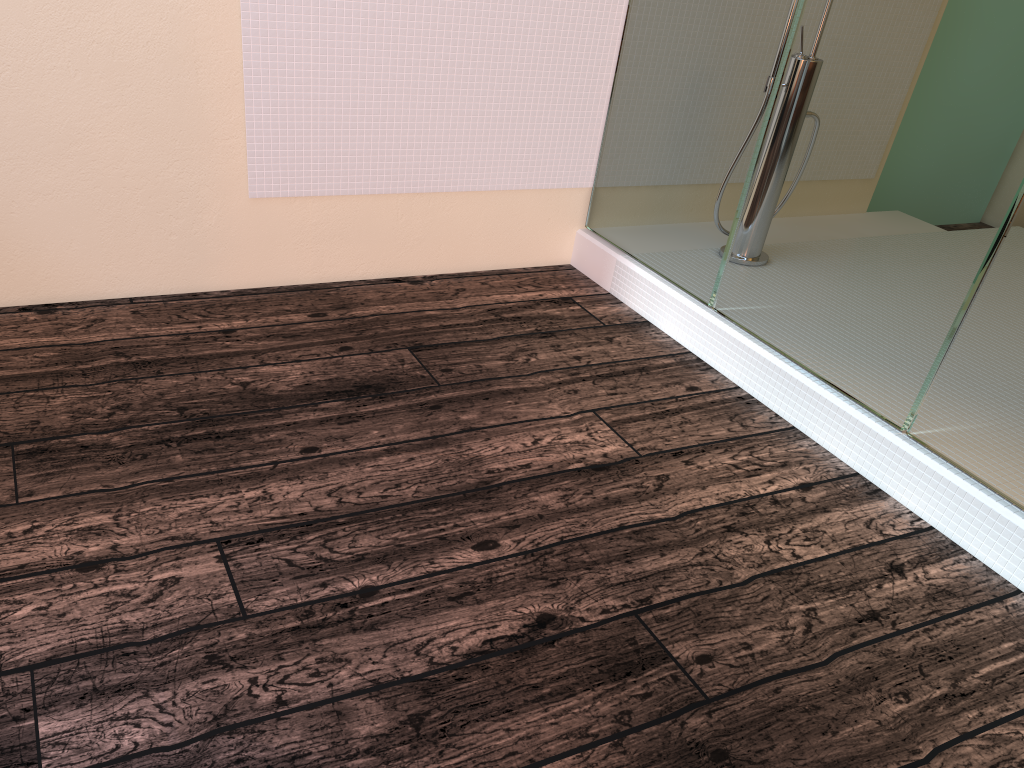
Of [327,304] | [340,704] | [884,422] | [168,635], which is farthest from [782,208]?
[168,635]
